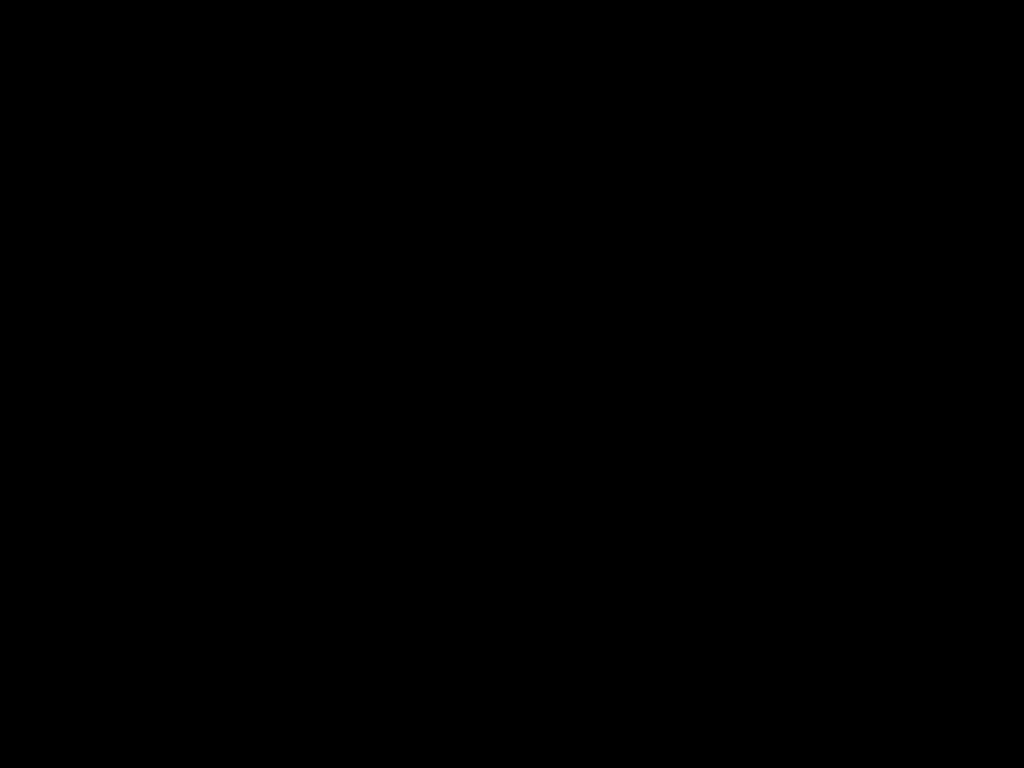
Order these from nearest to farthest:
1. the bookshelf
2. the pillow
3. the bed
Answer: the bed, the bookshelf, the pillow

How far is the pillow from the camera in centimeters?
173cm

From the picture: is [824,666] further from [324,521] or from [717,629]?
[324,521]

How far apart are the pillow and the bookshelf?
0.0 meters

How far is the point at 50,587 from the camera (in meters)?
1.28

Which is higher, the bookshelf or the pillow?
the pillow

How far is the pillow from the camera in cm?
173

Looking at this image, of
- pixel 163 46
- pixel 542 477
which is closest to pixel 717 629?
pixel 163 46

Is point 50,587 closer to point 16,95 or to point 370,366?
point 370,366

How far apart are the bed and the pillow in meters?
0.0
